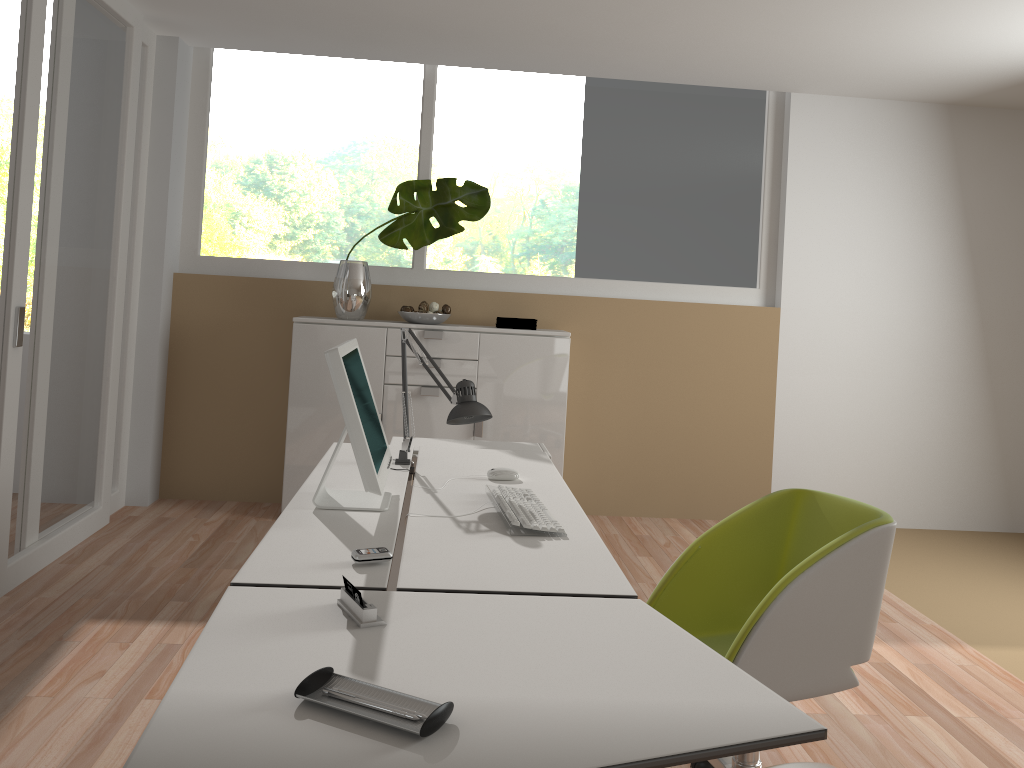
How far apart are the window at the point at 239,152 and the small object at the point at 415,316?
0.4m

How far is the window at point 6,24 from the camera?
10.8m

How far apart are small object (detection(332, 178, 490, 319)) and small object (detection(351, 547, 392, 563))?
3.1 meters

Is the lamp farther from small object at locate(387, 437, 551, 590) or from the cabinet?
the cabinet

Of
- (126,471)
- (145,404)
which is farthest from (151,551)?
(145,404)

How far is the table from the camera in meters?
1.2

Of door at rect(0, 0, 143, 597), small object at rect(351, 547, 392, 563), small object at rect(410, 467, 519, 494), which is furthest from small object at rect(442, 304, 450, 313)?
small object at rect(351, 547, 392, 563)

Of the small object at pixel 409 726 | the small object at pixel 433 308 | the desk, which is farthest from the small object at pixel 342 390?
the small object at pixel 433 308

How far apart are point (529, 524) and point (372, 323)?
2.8 meters

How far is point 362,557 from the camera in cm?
190
